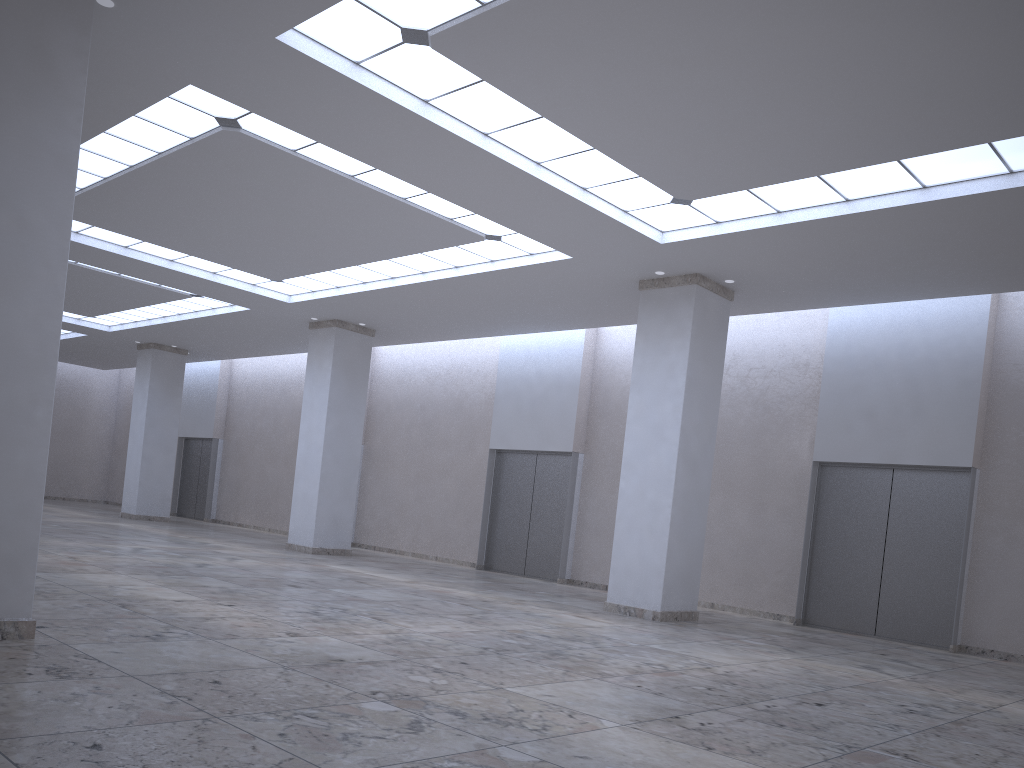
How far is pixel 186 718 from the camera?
15.8 meters

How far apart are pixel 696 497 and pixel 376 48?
26.77m

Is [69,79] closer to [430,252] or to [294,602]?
[294,602]
